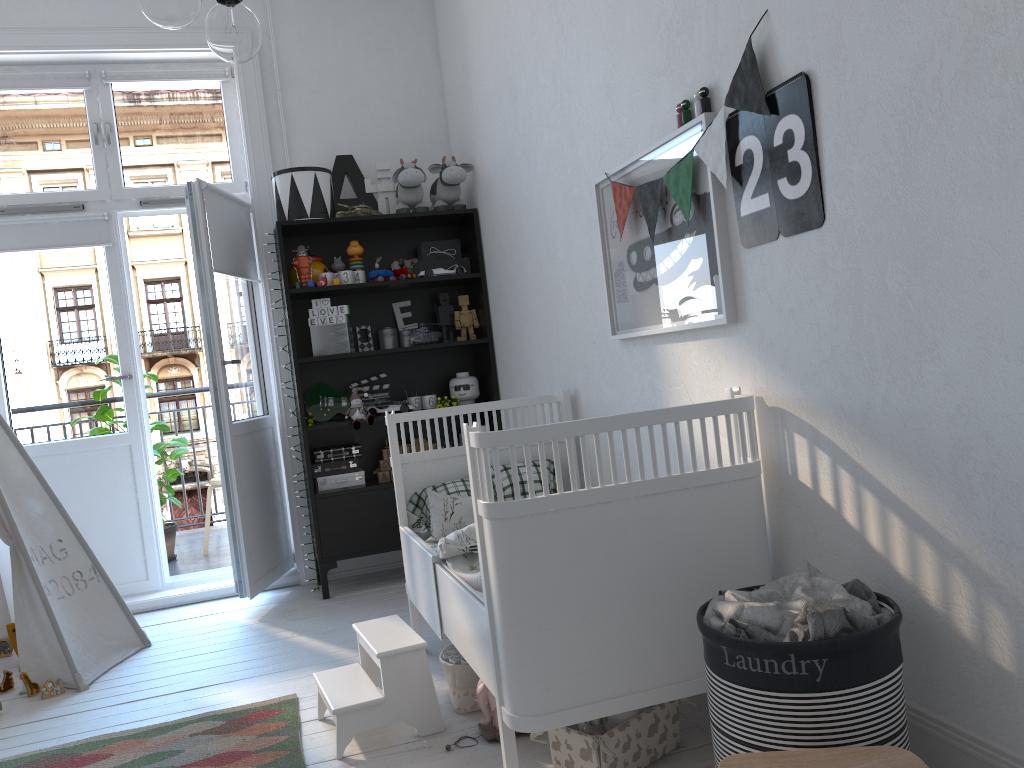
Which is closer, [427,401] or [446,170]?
[446,170]

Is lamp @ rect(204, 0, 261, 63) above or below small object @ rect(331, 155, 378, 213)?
below

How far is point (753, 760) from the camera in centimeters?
125cm

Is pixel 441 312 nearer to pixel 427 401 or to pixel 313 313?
pixel 427 401

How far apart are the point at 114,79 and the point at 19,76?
0.40m

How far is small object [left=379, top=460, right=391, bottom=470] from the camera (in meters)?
4.09

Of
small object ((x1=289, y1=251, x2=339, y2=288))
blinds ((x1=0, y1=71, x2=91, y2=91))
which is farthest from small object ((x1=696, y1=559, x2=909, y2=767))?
blinds ((x1=0, y1=71, x2=91, y2=91))

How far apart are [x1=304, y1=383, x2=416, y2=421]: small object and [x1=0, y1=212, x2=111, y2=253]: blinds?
1.17m

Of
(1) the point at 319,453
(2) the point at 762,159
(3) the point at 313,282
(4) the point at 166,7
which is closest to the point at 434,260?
(3) the point at 313,282

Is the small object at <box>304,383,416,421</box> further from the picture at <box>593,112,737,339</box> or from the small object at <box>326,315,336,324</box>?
the picture at <box>593,112,737,339</box>
